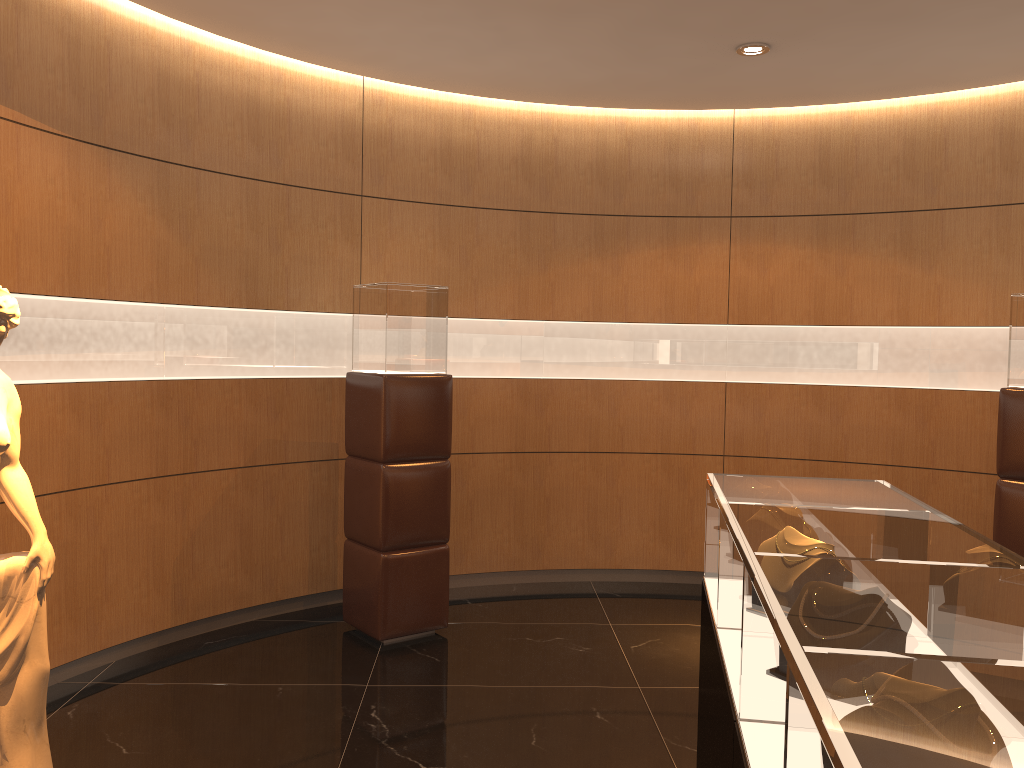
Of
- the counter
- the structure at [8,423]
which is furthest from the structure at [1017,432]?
the structure at [8,423]

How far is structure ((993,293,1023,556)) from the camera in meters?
4.7 m

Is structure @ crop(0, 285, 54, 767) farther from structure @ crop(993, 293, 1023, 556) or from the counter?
structure @ crop(993, 293, 1023, 556)

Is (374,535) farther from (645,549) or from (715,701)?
(715,701)

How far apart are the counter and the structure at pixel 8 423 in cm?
226

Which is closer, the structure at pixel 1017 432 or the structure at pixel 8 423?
the structure at pixel 8 423

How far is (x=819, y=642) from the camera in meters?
1.3 m

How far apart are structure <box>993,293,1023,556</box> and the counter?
2.21m

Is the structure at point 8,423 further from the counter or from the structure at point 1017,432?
the structure at point 1017,432

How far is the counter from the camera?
1.04m
